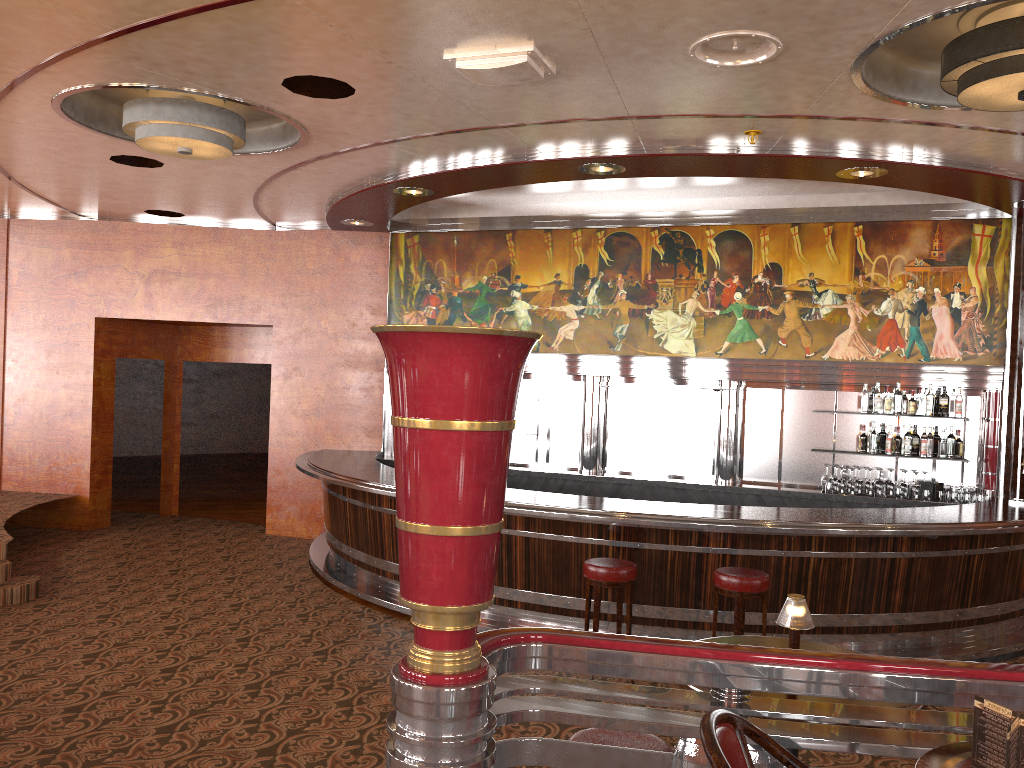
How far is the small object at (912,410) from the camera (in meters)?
8.18

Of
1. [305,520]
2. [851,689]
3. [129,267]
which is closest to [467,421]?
[851,689]

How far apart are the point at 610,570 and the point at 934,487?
4.0m

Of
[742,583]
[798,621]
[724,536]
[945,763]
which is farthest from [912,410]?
[945,763]

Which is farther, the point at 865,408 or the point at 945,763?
the point at 865,408

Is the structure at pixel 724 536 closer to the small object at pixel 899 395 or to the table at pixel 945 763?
the small object at pixel 899 395

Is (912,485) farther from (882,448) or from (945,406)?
(882,448)

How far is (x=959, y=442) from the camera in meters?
8.2

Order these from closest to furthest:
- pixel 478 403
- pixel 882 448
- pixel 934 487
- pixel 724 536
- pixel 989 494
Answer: pixel 478 403
pixel 724 536
pixel 989 494
pixel 934 487
pixel 882 448

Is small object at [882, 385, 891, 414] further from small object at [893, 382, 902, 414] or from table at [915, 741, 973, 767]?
table at [915, 741, 973, 767]
